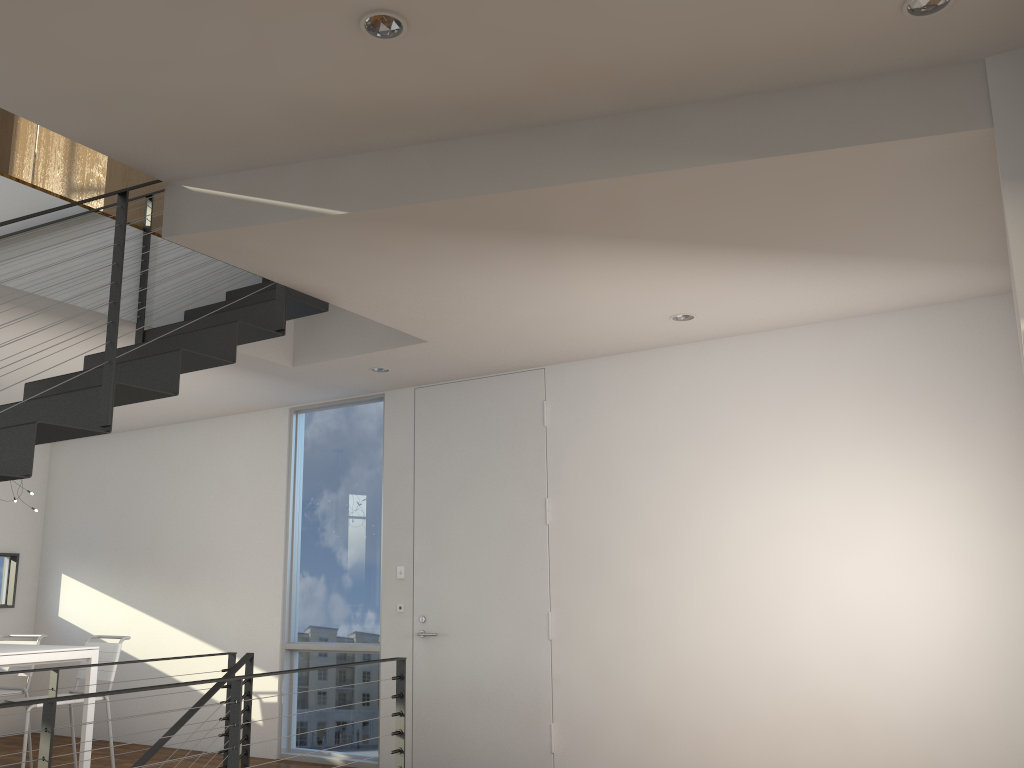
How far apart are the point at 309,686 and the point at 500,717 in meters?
1.4 m

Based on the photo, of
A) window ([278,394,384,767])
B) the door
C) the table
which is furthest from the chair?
the door

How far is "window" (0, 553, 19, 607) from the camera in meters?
6.7 m

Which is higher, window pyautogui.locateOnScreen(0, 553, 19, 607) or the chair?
window pyautogui.locateOnScreen(0, 553, 19, 607)

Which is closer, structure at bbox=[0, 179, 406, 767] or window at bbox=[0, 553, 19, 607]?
structure at bbox=[0, 179, 406, 767]

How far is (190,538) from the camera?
6.1 meters

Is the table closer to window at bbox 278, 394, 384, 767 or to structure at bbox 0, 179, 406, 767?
structure at bbox 0, 179, 406, 767

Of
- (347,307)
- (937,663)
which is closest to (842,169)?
(347,307)

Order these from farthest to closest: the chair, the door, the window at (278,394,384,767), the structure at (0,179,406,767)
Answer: Answer: the window at (278,394,384,767) < the chair < the door < the structure at (0,179,406,767)

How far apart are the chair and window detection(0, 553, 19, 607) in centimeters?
206cm
